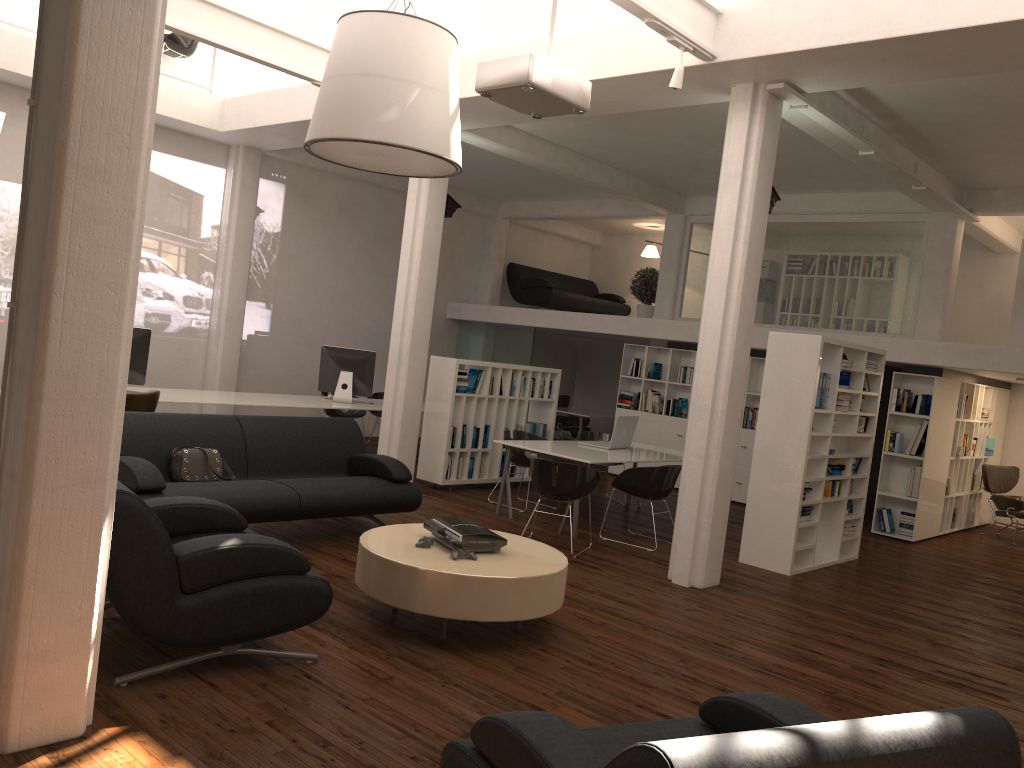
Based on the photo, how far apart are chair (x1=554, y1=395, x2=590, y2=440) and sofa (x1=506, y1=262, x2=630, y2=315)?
2.2m

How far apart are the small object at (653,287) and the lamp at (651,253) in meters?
2.3 m

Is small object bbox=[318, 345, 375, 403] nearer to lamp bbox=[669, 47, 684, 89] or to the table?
the table

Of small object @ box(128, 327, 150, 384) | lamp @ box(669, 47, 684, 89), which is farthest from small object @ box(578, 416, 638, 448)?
small object @ box(128, 327, 150, 384)

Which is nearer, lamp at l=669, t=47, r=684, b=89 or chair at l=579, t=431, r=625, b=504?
lamp at l=669, t=47, r=684, b=89

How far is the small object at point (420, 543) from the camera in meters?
6.7

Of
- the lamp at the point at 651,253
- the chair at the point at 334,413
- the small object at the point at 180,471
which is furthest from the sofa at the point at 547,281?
the small object at the point at 180,471

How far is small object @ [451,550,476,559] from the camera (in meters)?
6.44

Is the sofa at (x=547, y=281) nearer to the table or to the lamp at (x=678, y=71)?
the lamp at (x=678, y=71)

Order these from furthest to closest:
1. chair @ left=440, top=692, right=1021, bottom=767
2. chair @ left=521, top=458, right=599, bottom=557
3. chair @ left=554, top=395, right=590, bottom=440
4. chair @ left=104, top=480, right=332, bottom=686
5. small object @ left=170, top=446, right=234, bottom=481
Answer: chair @ left=554, top=395, right=590, bottom=440
chair @ left=521, top=458, right=599, bottom=557
small object @ left=170, top=446, right=234, bottom=481
chair @ left=104, top=480, right=332, bottom=686
chair @ left=440, top=692, right=1021, bottom=767
